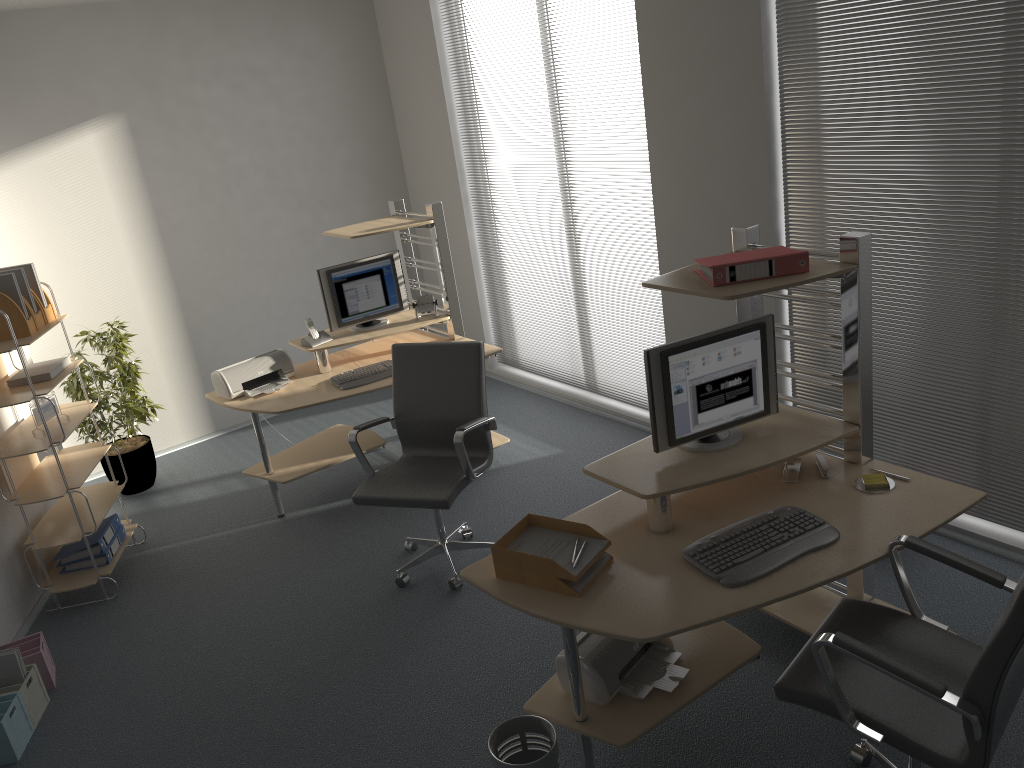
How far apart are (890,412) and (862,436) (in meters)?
1.10

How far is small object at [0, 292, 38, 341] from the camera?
4.19m

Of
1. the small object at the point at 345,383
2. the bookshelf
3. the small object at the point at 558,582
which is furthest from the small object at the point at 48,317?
the small object at the point at 558,582

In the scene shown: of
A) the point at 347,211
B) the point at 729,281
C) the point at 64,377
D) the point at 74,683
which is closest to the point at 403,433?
the point at 64,377

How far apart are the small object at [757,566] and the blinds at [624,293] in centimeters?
240cm

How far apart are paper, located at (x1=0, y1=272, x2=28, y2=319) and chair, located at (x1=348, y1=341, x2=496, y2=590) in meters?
1.7

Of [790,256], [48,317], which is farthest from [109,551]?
[790,256]

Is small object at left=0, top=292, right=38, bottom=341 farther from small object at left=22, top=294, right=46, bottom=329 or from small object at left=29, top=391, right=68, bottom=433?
small object at left=29, top=391, right=68, bottom=433

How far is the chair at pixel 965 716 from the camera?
2.1m

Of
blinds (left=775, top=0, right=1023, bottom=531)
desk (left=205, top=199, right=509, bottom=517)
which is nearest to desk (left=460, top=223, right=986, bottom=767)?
blinds (left=775, top=0, right=1023, bottom=531)
